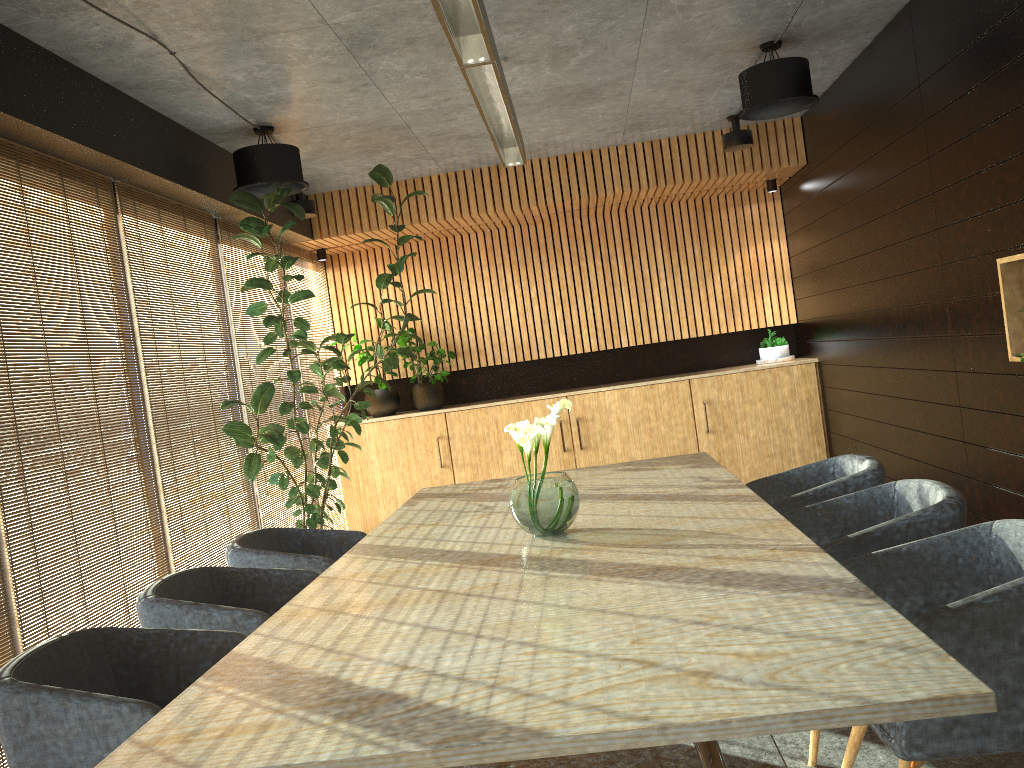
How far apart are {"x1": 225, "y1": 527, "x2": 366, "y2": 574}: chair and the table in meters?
0.3

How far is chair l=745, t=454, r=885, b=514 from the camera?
4.1m

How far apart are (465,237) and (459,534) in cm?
597

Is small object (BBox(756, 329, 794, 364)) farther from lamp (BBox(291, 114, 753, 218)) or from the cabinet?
lamp (BBox(291, 114, 753, 218))

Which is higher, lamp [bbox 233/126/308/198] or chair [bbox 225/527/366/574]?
lamp [bbox 233/126/308/198]

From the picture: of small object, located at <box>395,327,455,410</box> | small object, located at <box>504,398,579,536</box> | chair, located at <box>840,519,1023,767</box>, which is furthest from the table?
small object, located at <box>395,327,455,410</box>

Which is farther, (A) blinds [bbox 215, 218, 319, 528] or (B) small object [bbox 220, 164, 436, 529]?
(A) blinds [bbox 215, 218, 319, 528]

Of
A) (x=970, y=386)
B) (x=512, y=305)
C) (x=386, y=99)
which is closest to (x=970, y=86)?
(x=970, y=386)

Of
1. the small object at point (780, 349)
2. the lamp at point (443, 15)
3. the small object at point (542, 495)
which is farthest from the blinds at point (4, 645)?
the small object at point (780, 349)

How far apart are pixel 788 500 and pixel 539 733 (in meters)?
2.71
